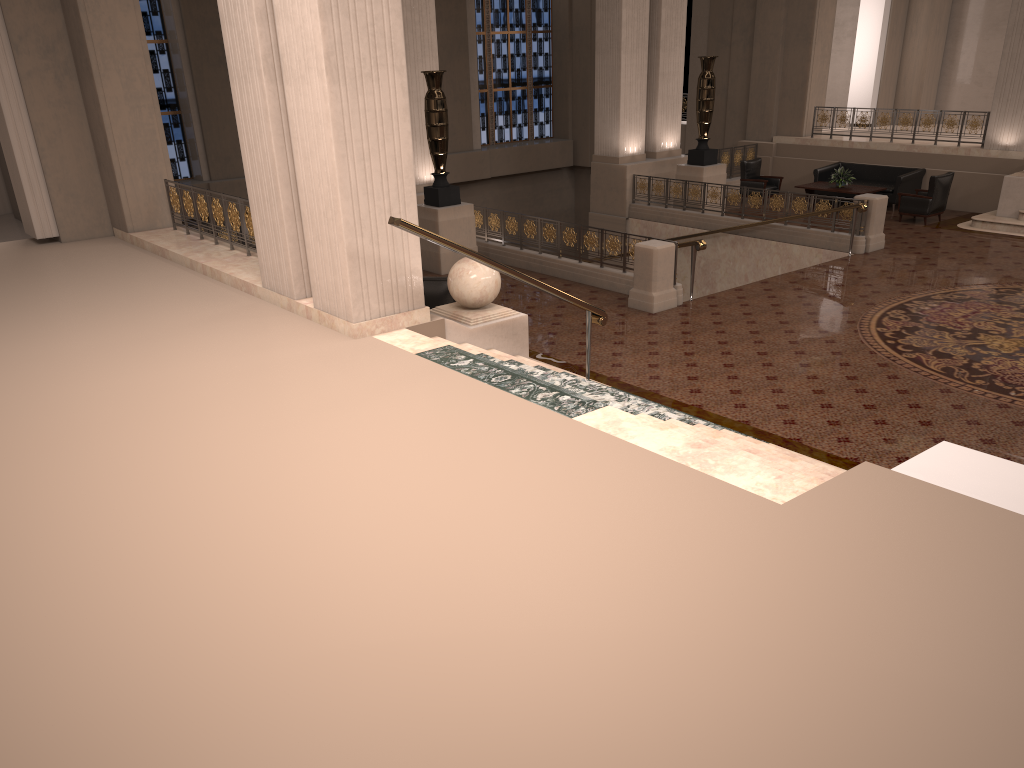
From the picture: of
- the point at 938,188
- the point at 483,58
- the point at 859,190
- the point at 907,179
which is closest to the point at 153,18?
the point at 483,58

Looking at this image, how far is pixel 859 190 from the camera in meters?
16.9

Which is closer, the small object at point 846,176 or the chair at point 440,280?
the chair at point 440,280

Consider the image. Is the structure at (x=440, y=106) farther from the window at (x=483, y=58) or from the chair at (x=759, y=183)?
the window at (x=483, y=58)

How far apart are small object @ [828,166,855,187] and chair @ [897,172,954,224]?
1.38m

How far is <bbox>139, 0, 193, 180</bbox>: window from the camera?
18.4 meters

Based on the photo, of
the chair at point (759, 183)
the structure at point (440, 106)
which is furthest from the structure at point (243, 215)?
the chair at point (759, 183)

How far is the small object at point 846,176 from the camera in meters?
17.2

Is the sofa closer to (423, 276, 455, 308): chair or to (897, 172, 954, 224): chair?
(897, 172, 954, 224): chair

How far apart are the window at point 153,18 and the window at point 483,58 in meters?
8.2 m
